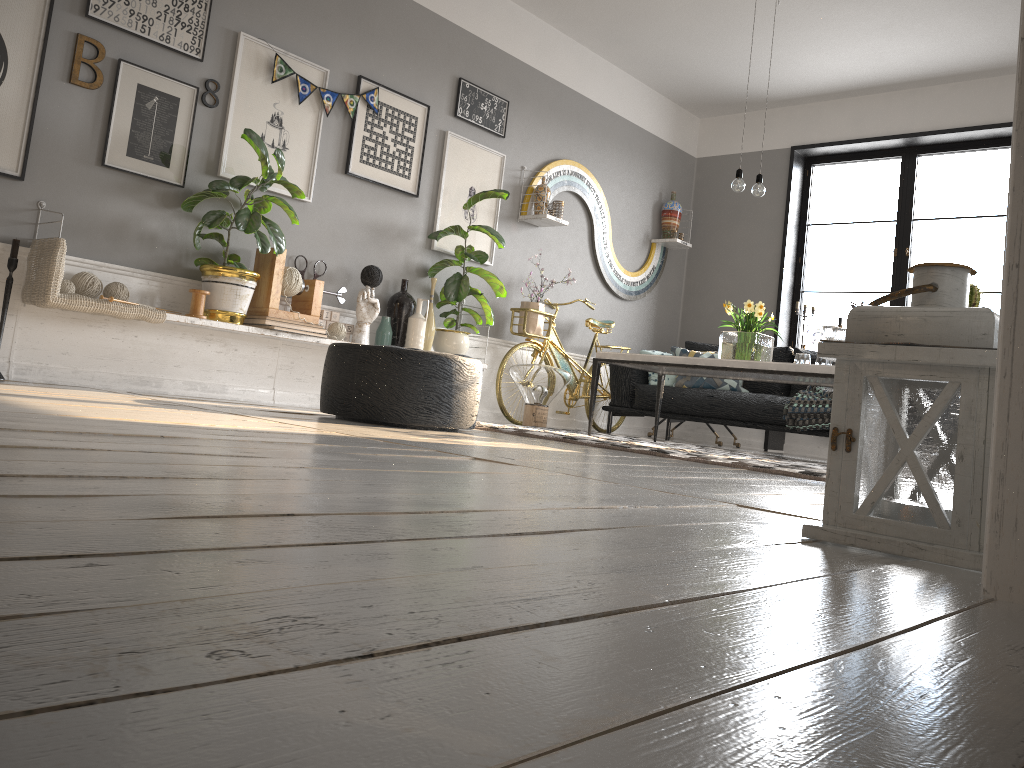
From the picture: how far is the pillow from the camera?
6.3 meters

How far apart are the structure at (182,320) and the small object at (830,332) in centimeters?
263cm

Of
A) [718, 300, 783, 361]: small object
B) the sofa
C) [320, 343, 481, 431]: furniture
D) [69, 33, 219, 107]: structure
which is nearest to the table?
[718, 300, 783, 361]: small object

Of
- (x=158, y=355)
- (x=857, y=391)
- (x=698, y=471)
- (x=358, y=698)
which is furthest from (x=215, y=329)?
(x=358, y=698)

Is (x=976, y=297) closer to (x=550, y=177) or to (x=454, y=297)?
(x=550, y=177)

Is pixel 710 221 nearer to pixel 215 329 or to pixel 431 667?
pixel 215 329

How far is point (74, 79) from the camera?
4.03m

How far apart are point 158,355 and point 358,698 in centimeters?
433cm

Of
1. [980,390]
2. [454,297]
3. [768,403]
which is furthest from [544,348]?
[980,390]

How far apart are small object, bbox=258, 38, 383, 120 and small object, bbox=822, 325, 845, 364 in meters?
2.9 m
